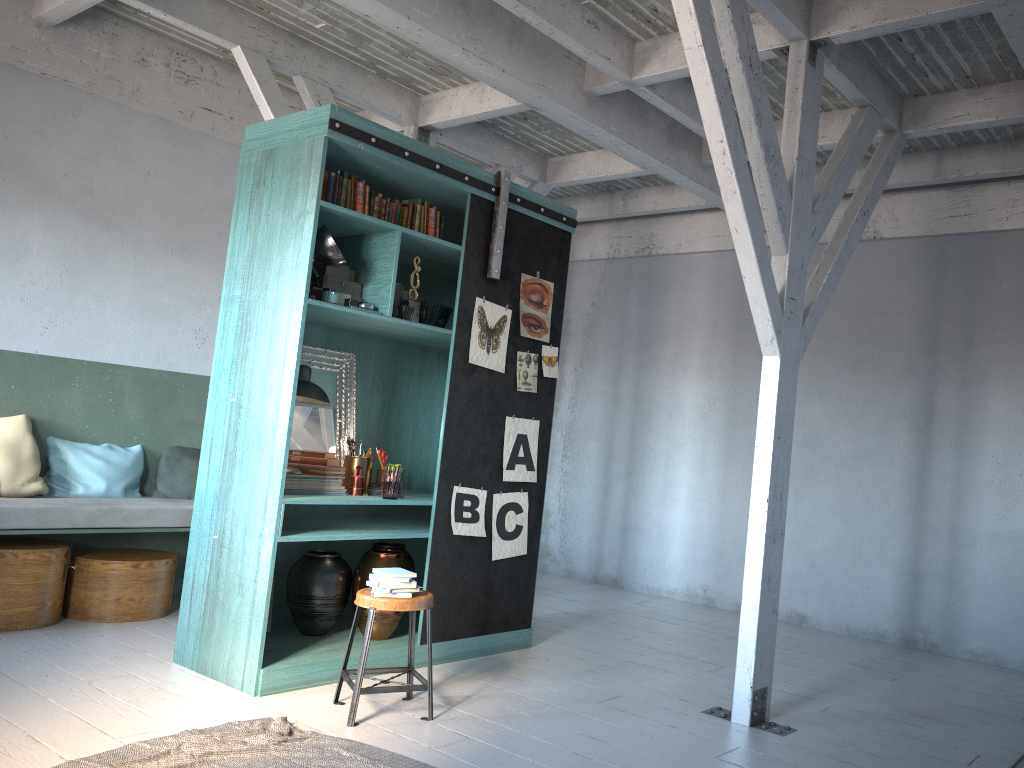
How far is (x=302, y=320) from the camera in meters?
5.2

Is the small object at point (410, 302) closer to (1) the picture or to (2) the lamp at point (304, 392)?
(1) the picture

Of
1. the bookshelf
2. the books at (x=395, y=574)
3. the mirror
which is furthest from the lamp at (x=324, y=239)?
the books at (x=395, y=574)

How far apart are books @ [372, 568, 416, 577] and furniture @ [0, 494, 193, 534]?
2.5m

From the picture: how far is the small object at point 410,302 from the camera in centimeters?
587cm

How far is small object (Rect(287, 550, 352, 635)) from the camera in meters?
5.8

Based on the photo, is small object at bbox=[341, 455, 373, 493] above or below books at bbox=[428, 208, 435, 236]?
below

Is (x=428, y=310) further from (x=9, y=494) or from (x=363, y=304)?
(x=9, y=494)

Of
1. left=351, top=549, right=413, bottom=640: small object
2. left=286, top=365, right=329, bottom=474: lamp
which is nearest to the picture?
left=351, top=549, right=413, bottom=640: small object

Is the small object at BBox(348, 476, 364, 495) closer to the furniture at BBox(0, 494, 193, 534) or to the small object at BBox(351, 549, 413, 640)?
the small object at BBox(351, 549, 413, 640)
